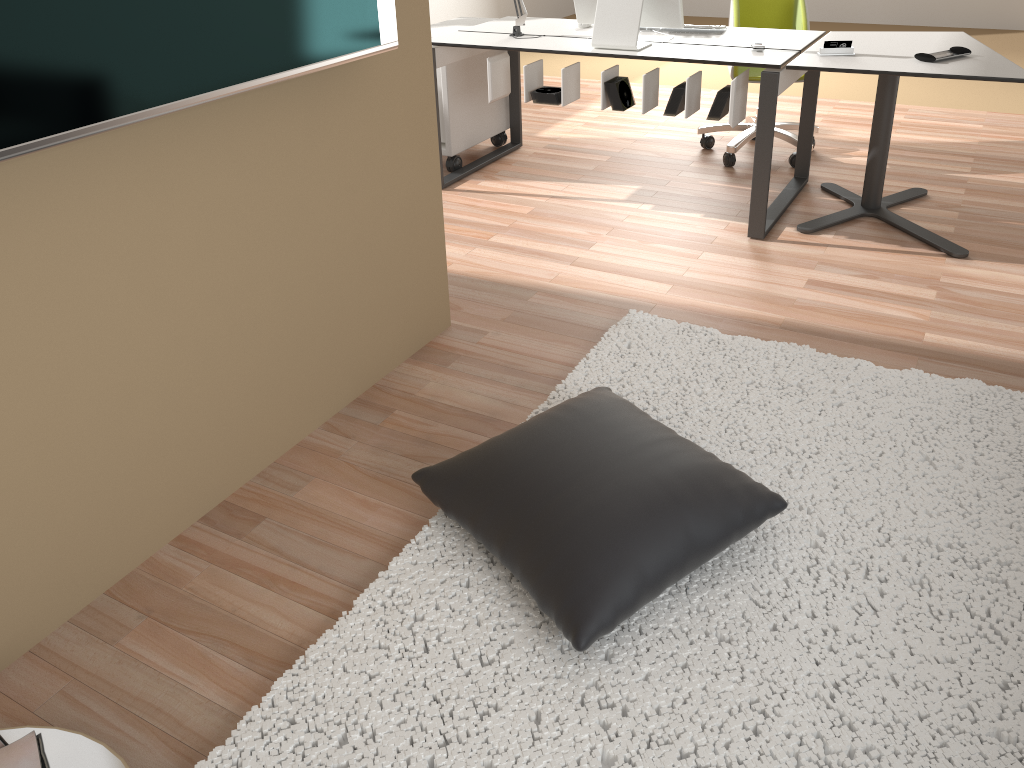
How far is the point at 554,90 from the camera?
3.7 meters

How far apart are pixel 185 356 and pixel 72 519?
0.4m

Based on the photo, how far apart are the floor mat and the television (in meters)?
1.00

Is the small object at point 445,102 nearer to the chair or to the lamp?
the lamp

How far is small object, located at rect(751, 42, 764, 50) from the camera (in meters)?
3.33

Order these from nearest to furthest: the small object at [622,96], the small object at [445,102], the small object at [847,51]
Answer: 1. the small object at [847,51]
2. the small object at [622,96]
3. the small object at [445,102]

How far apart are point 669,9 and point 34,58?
2.6m

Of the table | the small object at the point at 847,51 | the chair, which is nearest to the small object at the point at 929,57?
the table

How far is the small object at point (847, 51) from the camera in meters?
3.2

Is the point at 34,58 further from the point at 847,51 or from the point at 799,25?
the point at 799,25
